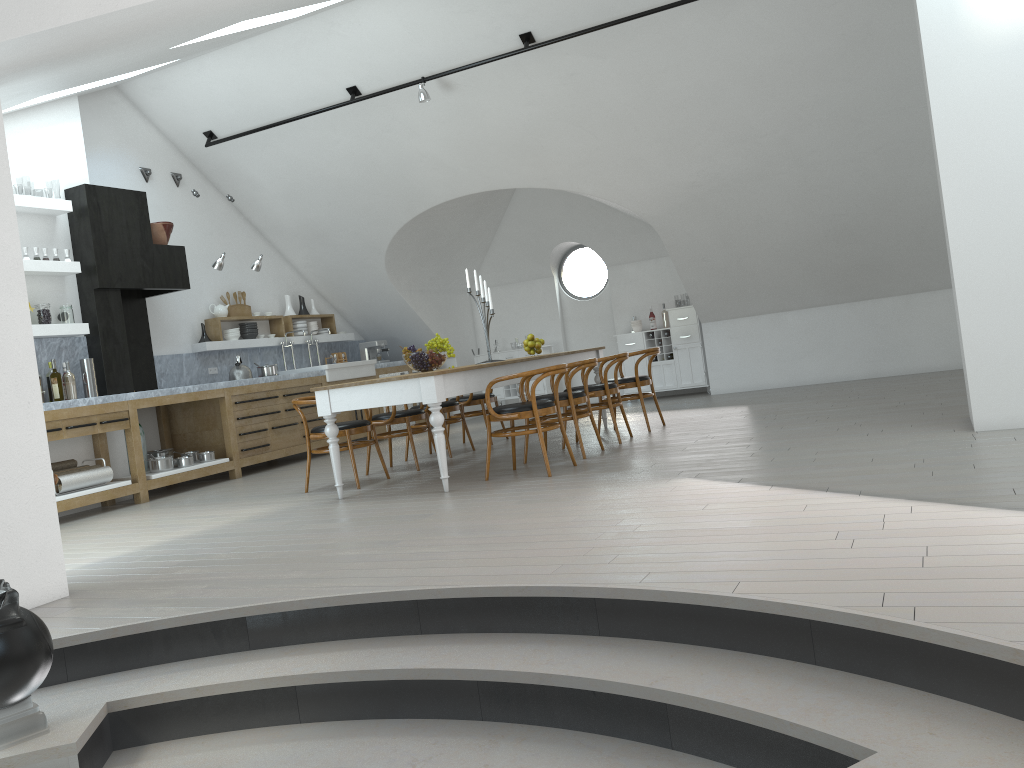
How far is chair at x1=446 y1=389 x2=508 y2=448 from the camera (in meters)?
8.62

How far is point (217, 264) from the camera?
8.91m

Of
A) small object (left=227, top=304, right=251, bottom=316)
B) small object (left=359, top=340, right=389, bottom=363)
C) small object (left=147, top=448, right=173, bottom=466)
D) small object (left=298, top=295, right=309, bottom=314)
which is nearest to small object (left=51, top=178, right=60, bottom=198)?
small object (left=359, top=340, right=389, bottom=363)

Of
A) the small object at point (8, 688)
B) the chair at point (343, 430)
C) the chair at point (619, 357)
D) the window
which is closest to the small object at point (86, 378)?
the chair at point (343, 430)

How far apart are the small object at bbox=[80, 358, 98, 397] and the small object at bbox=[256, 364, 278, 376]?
2.2m

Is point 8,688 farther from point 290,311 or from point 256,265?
point 290,311

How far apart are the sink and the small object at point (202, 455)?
1.99m

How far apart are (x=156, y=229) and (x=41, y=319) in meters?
1.6

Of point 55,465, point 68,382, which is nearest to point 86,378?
point 68,382

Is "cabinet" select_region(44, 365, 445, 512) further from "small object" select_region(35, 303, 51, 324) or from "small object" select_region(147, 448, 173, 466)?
"small object" select_region(35, 303, 51, 324)
